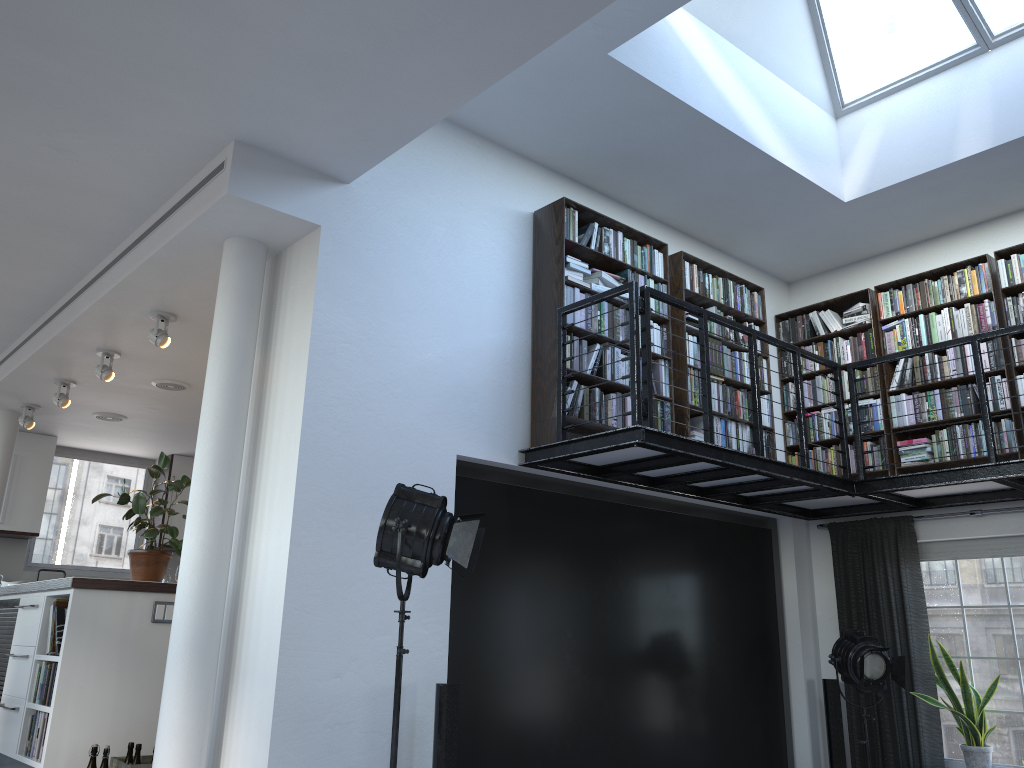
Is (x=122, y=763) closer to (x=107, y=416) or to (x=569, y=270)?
(x=569, y=270)

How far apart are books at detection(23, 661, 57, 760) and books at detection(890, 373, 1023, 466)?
5.83m

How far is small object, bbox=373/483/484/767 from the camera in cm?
383

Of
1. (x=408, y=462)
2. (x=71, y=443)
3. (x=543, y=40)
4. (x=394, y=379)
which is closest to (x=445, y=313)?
(x=394, y=379)

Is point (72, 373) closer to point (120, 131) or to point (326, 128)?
point (120, 131)

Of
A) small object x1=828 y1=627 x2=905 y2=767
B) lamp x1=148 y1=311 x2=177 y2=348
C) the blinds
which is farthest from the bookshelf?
lamp x1=148 y1=311 x2=177 y2=348

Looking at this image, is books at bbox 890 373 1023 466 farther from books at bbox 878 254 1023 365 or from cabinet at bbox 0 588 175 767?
cabinet at bbox 0 588 175 767

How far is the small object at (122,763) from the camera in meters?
4.8 m

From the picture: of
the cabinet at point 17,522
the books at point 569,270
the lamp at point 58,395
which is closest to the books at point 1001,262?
the books at point 569,270

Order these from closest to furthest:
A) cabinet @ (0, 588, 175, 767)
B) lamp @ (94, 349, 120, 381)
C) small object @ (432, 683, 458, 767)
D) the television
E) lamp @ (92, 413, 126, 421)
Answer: small object @ (432, 683, 458, 767), cabinet @ (0, 588, 175, 767), the television, lamp @ (94, 349, 120, 381), lamp @ (92, 413, 126, 421)
